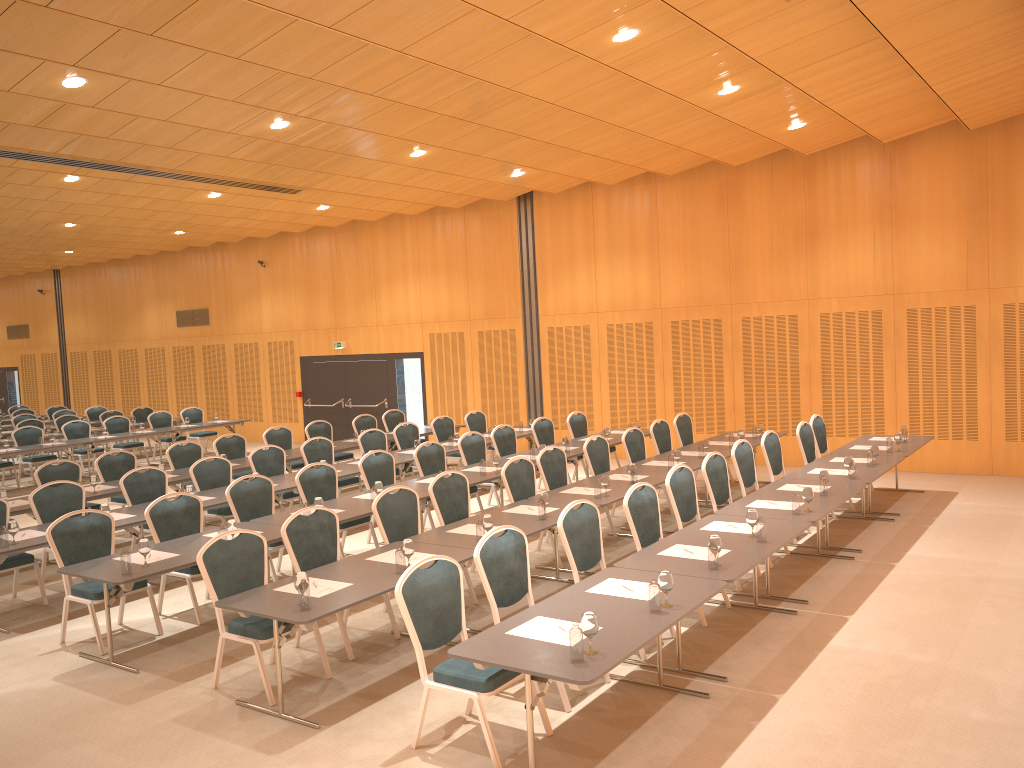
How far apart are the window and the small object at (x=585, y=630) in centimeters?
605cm

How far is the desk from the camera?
4.7 meters

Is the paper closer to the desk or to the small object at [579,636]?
the desk

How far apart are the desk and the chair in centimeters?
24cm

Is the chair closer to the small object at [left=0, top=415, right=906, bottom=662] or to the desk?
the desk

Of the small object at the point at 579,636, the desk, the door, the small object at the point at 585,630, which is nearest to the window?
the door

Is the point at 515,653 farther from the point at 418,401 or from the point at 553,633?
the point at 418,401

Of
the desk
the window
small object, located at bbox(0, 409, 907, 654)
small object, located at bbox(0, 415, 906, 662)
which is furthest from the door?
small object, located at bbox(0, 415, 906, 662)

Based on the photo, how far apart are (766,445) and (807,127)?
4.75m

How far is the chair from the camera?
5.5 meters
